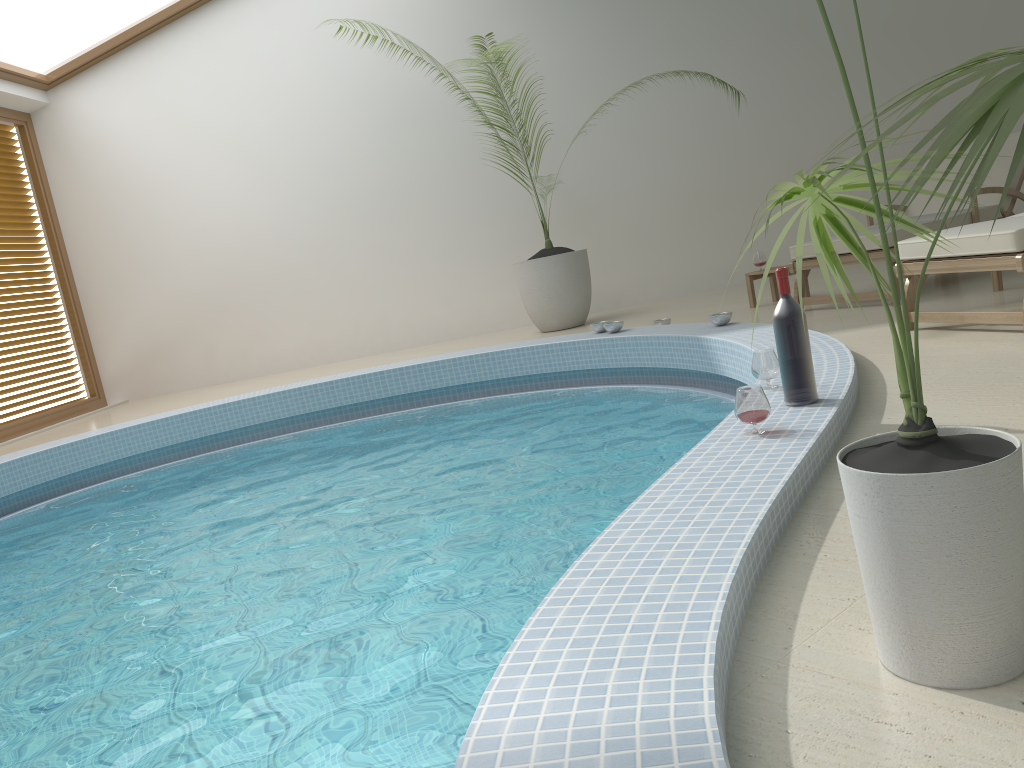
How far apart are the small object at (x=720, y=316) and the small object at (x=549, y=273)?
2.35m

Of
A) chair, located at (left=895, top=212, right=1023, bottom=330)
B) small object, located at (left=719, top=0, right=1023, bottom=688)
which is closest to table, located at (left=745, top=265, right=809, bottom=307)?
chair, located at (left=895, top=212, right=1023, bottom=330)

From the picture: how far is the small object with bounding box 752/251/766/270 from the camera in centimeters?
641cm

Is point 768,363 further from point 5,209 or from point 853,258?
point 5,209

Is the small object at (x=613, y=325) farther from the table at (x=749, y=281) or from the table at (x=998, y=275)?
the table at (x=998, y=275)

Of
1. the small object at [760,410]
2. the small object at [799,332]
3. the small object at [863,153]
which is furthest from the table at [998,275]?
the small object at [863,153]

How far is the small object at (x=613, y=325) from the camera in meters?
5.9

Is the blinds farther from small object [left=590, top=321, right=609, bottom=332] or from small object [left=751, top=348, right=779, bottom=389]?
small object [left=751, top=348, right=779, bottom=389]

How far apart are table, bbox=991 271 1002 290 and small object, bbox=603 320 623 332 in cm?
219

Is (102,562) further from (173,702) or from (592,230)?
(592,230)
